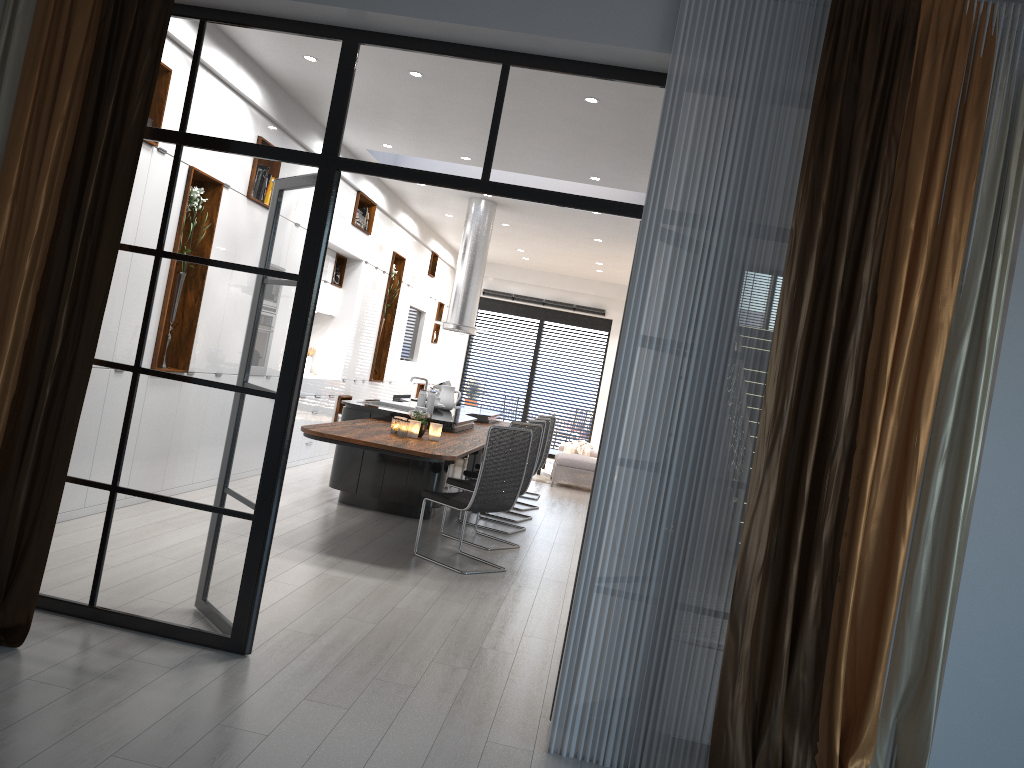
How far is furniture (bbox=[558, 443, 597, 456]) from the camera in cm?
1419

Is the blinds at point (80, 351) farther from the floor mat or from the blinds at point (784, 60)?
the floor mat

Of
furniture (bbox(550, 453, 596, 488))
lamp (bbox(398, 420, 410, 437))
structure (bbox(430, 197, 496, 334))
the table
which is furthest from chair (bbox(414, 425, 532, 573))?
the table

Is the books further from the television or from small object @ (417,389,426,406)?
A: the television

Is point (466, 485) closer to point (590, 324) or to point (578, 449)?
point (578, 449)

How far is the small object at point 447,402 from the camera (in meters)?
9.23

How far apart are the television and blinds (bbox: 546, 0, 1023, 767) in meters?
10.6

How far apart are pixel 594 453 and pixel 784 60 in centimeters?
1113cm

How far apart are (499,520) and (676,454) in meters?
5.2 m

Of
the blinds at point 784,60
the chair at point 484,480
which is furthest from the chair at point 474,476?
the blinds at point 784,60
